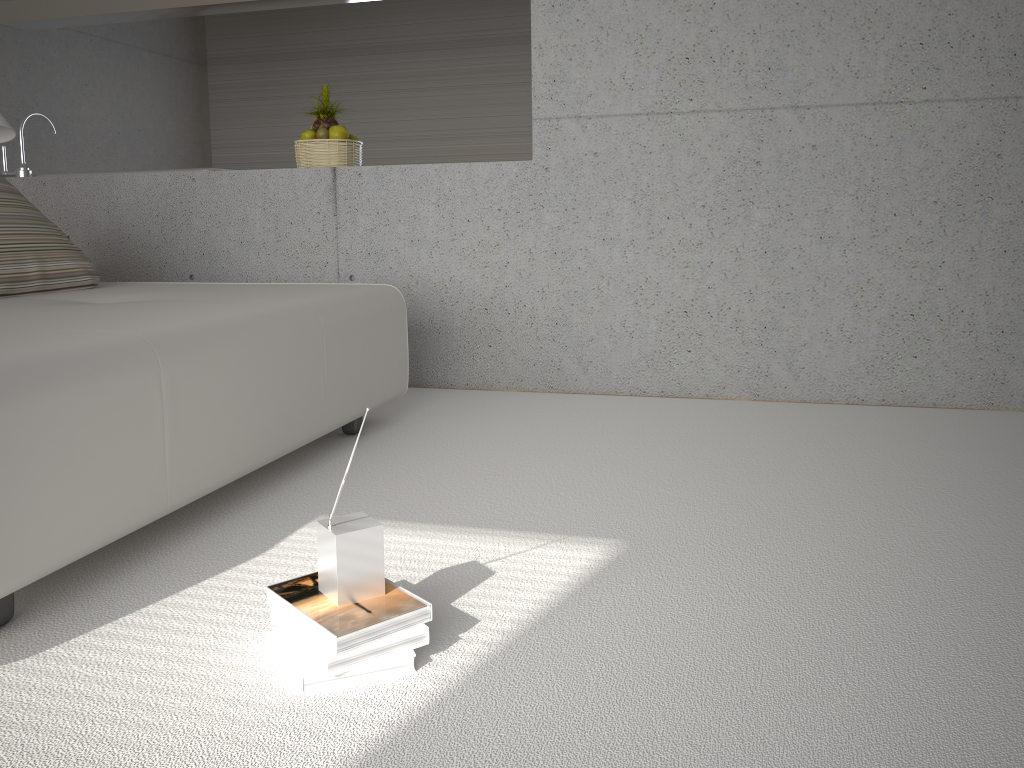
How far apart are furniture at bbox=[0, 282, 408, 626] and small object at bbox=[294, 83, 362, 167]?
1.1m

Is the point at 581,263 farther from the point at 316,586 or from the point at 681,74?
the point at 316,586

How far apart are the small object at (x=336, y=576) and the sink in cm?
387

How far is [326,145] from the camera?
4.3m

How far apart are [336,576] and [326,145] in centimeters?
316cm

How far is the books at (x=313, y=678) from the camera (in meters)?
1.47

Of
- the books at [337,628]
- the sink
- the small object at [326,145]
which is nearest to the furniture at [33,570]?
the books at [337,628]

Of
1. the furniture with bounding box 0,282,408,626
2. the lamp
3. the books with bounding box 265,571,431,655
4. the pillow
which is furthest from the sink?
the books with bounding box 265,571,431,655

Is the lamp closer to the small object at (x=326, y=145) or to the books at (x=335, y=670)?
the small object at (x=326, y=145)

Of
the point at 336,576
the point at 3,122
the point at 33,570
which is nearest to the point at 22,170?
the point at 3,122
